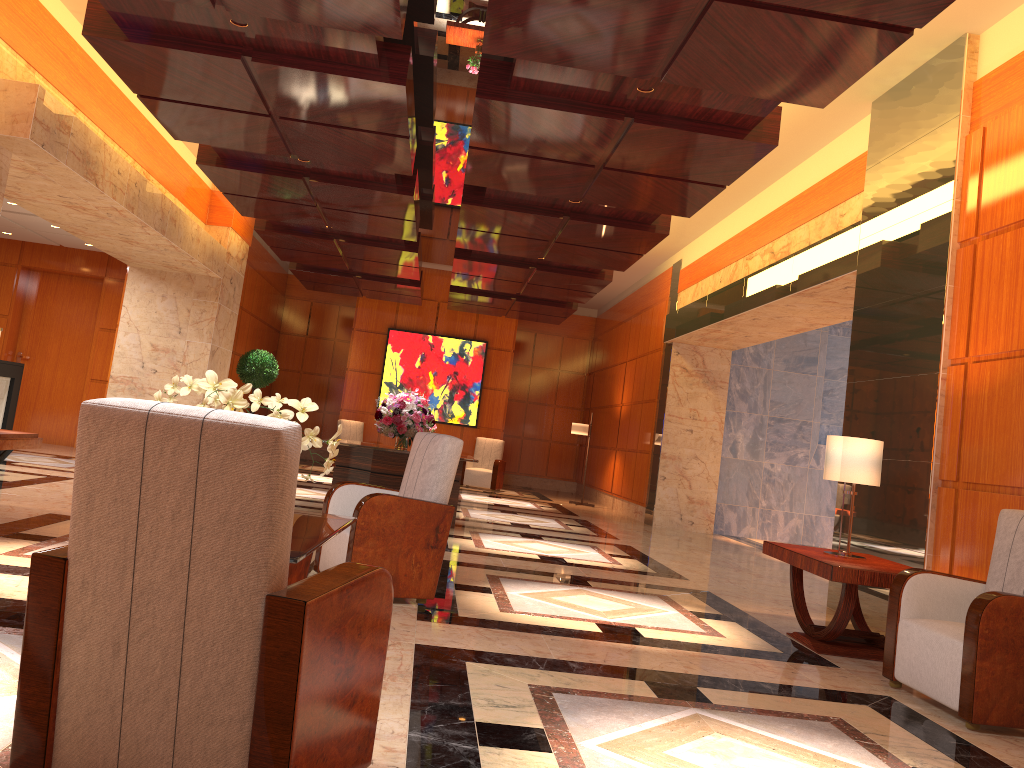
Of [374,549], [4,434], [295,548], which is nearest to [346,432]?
[4,434]

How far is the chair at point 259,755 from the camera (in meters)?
2.01

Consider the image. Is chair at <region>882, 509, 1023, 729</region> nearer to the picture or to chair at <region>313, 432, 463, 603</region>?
chair at <region>313, 432, 463, 603</region>

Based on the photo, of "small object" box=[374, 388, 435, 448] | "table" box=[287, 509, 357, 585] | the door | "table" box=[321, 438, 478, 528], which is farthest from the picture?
"table" box=[287, 509, 357, 585]

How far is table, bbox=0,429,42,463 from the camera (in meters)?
5.72

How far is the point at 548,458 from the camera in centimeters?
1990cm

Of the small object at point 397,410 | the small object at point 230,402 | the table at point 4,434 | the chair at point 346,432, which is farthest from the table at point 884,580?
the chair at point 346,432

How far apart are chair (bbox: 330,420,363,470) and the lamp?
4.2m

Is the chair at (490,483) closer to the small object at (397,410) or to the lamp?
the lamp

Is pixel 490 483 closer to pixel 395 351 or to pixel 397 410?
pixel 395 351
